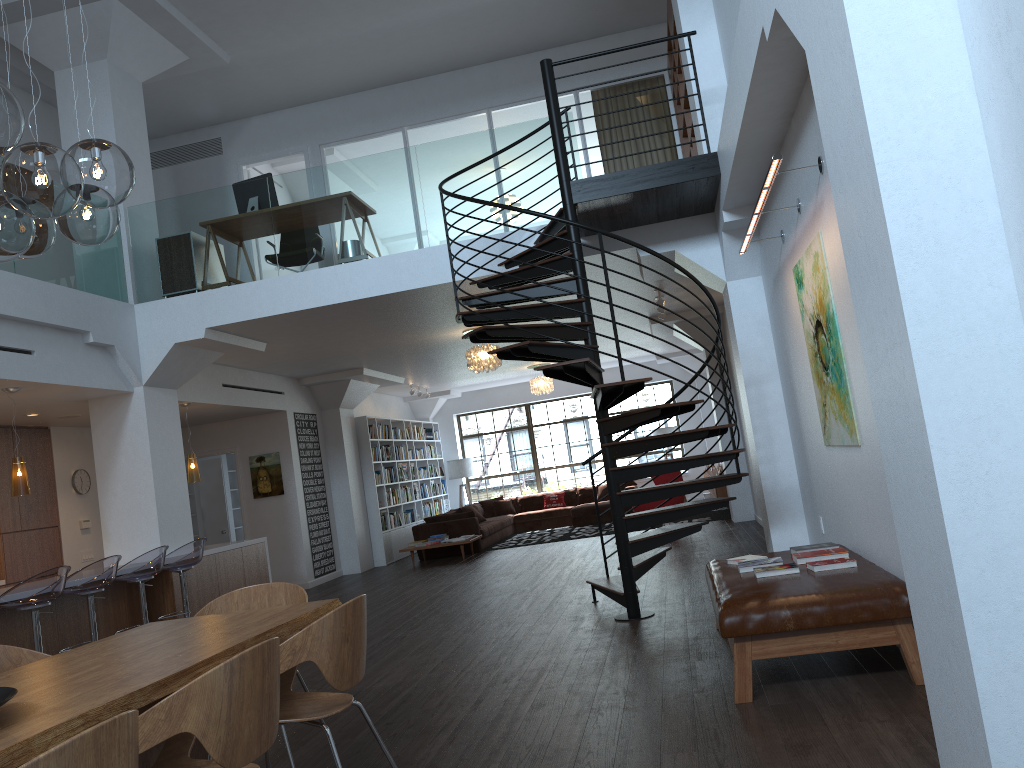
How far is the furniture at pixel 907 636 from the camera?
4.0 meters

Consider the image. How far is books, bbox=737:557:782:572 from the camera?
5.0 meters

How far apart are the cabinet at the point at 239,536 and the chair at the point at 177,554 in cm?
652

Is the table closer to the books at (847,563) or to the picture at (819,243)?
the books at (847,563)

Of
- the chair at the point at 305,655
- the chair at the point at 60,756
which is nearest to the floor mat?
the chair at the point at 305,655

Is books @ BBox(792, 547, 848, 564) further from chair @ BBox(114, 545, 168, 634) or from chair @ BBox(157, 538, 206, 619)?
chair @ BBox(157, 538, 206, 619)

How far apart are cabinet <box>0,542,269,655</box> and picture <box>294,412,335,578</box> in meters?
2.4 m

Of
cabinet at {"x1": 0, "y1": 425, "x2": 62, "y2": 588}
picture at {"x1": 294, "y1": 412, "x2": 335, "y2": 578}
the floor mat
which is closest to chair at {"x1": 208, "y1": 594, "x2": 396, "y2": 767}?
cabinet at {"x1": 0, "y1": 425, "x2": 62, "y2": 588}

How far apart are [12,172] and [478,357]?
8.27m

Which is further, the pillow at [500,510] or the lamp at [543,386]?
the pillow at [500,510]
